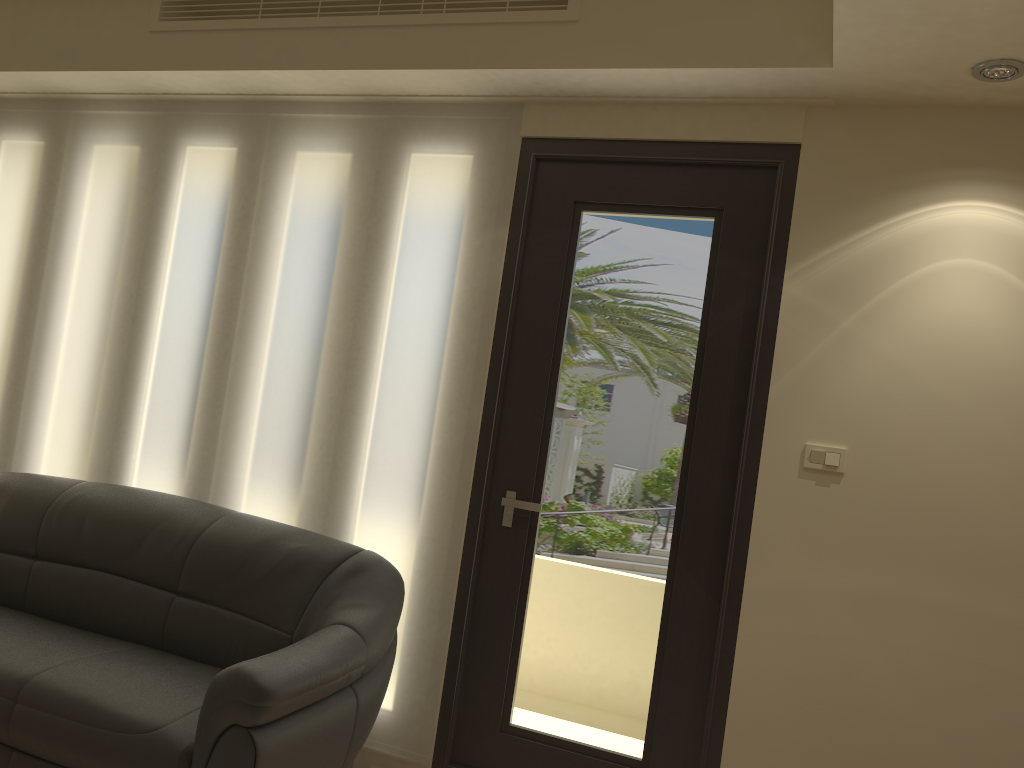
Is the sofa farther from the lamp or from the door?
the lamp

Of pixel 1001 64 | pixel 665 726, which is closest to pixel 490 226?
pixel 1001 64

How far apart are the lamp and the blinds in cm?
153

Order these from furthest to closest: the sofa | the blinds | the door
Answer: the blinds
the door
the sofa

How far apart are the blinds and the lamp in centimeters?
153cm

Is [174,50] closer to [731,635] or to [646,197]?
[646,197]

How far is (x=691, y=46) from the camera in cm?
285

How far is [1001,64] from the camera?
2.5 meters

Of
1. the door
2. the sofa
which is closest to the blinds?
the door

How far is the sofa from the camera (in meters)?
2.42
